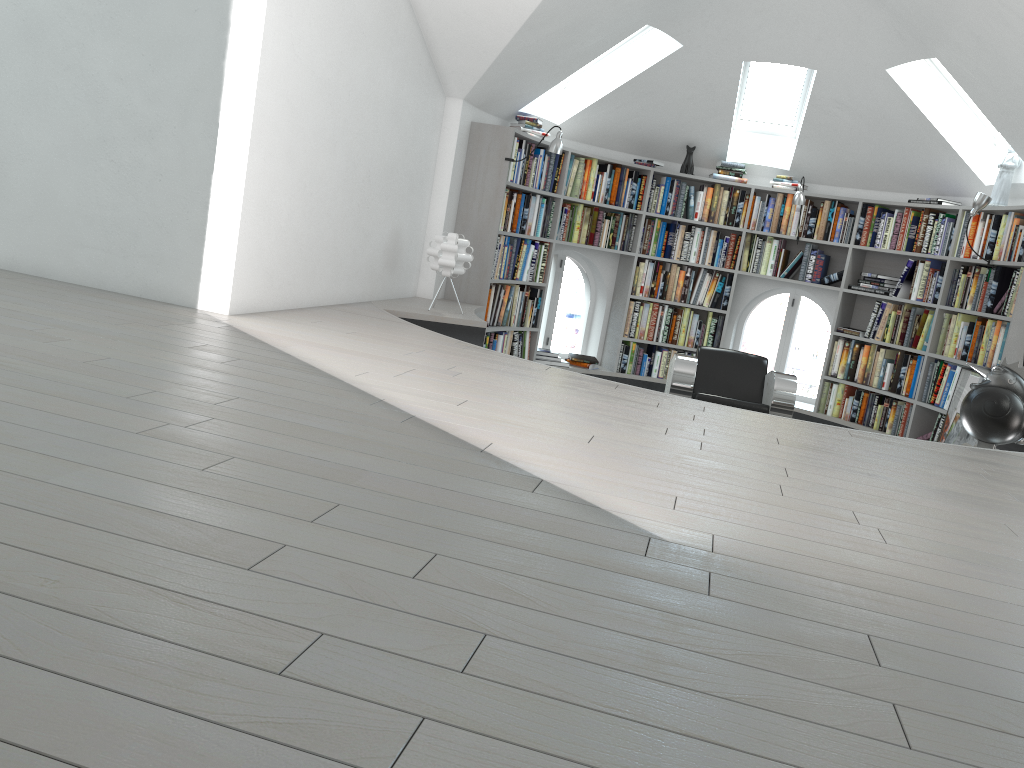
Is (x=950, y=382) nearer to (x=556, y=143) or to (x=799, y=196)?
(x=799, y=196)

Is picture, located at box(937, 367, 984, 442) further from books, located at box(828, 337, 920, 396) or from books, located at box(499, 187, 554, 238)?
books, located at box(499, 187, 554, 238)

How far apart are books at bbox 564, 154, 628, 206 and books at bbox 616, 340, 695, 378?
1.3 meters

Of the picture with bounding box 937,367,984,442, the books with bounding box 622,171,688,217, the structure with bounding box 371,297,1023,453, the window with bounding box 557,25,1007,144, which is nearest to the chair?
the structure with bounding box 371,297,1023,453

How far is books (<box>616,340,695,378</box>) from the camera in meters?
8.2

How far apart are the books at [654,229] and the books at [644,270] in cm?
9

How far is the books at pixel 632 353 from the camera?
8.20m

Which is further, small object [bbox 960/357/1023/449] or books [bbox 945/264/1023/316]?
books [bbox 945/264/1023/316]

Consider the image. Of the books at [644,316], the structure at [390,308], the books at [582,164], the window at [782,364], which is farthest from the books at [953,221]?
the books at [582,164]

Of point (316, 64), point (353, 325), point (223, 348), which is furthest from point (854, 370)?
point (223, 348)
